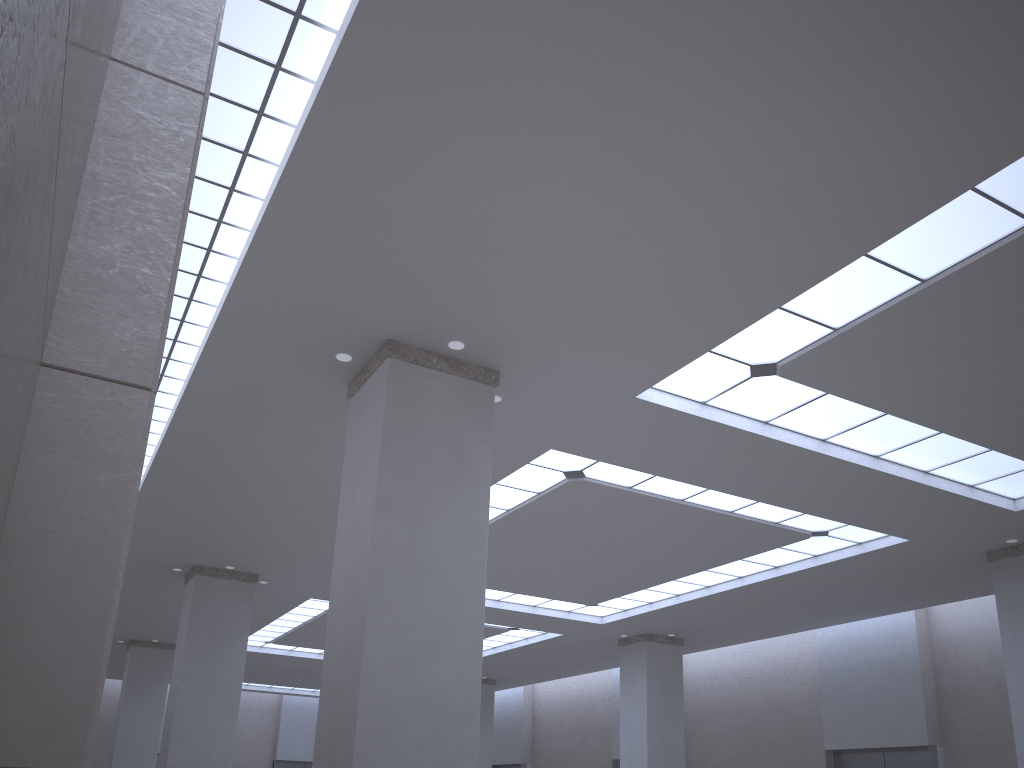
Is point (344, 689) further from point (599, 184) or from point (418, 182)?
point (599, 184)
